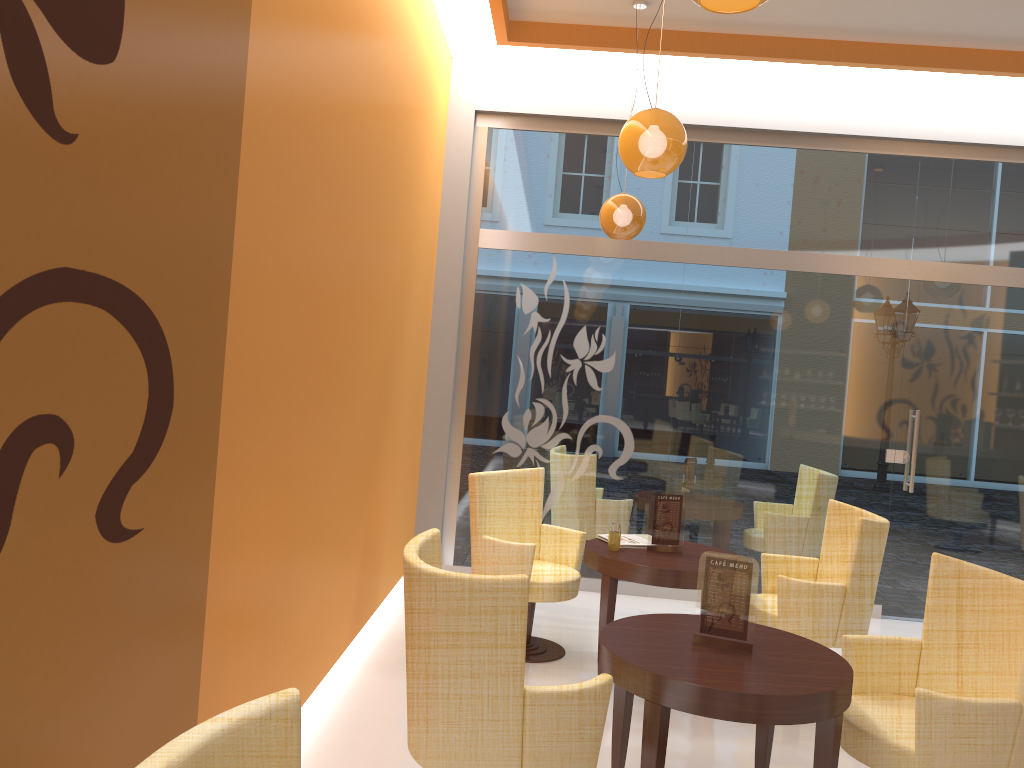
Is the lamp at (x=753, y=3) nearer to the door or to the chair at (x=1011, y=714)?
the chair at (x=1011, y=714)

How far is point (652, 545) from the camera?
4.8m

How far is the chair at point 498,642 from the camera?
2.6 meters

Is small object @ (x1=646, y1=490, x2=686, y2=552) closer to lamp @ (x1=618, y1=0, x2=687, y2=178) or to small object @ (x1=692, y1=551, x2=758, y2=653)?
small object @ (x1=692, y1=551, x2=758, y2=653)

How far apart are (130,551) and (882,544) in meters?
3.7 m

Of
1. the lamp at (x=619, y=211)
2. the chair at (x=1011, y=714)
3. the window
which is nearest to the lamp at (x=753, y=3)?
the chair at (x=1011, y=714)

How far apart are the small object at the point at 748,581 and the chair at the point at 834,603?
1.4 meters

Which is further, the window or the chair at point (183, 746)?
the window

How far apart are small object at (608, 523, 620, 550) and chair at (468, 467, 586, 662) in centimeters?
36cm

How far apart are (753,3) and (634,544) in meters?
3.3 m
